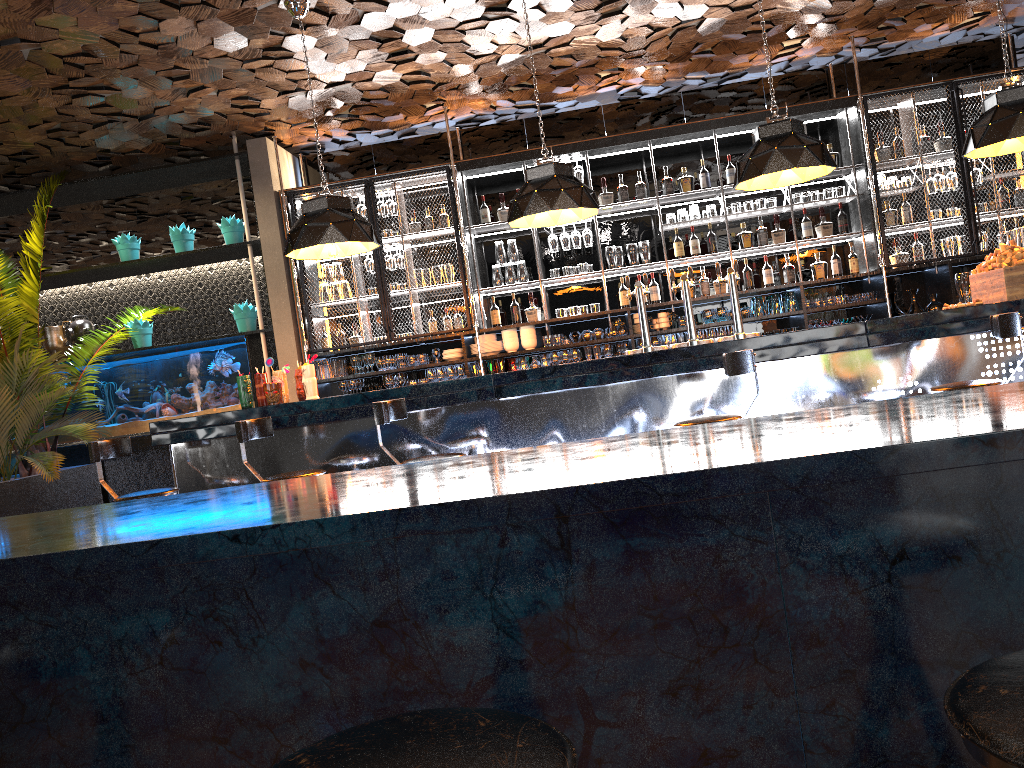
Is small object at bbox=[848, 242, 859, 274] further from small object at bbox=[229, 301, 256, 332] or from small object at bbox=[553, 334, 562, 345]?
small object at bbox=[229, 301, 256, 332]

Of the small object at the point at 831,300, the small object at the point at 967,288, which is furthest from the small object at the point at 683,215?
the small object at the point at 967,288

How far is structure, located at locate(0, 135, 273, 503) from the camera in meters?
8.1 m

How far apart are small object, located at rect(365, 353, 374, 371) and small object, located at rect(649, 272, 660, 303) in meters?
2.6 m

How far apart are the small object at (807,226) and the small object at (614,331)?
1.88m

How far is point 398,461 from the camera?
4.3 meters

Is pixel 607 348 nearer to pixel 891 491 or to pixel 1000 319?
pixel 1000 319

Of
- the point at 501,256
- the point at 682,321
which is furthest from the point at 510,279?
the point at 682,321

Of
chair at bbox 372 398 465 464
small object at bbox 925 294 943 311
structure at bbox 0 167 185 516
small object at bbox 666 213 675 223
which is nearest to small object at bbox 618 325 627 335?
small object at bbox 666 213 675 223

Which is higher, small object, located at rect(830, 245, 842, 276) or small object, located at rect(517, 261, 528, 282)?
small object, located at rect(517, 261, 528, 282)
